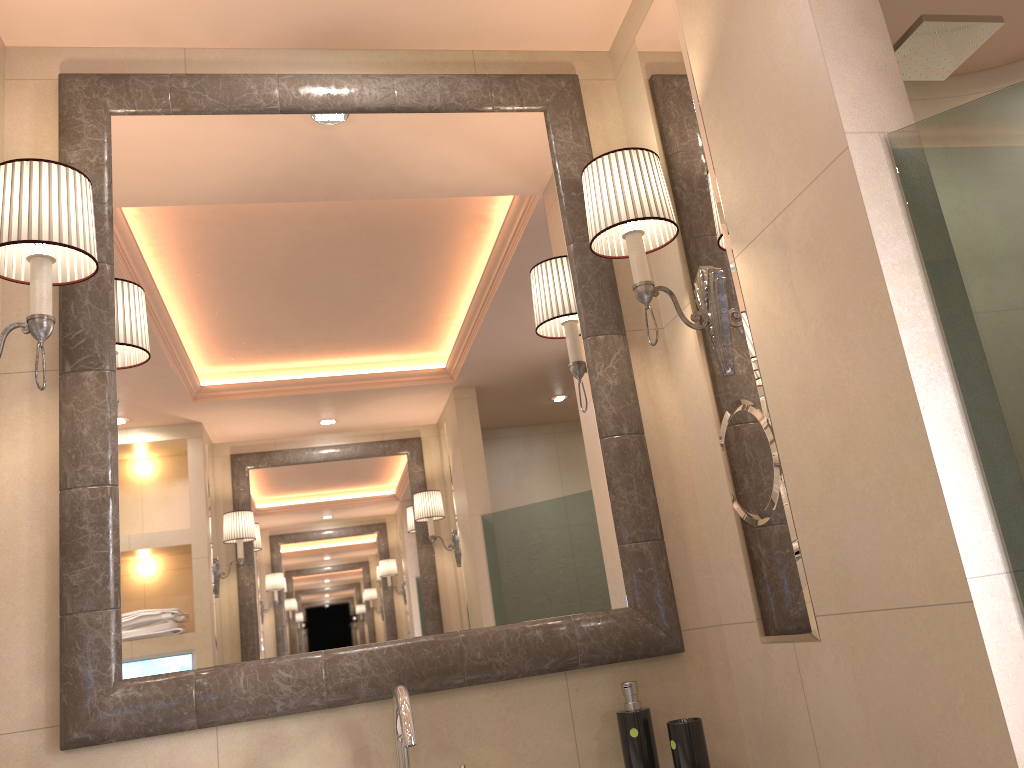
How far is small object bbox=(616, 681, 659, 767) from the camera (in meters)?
1.58

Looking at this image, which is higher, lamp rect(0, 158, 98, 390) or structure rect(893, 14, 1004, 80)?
structure rect(893, 14, 1004, 80)

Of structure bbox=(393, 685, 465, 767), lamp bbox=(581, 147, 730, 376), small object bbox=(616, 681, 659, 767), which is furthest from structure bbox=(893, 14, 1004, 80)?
structure bbox=(393, 685, 465, 767)

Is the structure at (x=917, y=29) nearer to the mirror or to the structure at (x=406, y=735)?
the mirror

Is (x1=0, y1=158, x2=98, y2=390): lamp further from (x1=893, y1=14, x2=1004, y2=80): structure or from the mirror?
(x1=893, y1=14, x2=1004, y2=80): structure

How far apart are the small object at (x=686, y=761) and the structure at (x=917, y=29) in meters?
1.4

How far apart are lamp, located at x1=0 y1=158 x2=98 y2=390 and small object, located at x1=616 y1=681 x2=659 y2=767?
1.2m

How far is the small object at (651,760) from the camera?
1.6 meters

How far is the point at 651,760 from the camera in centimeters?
158cm

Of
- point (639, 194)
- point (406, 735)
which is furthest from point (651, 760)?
point (639, 194)
